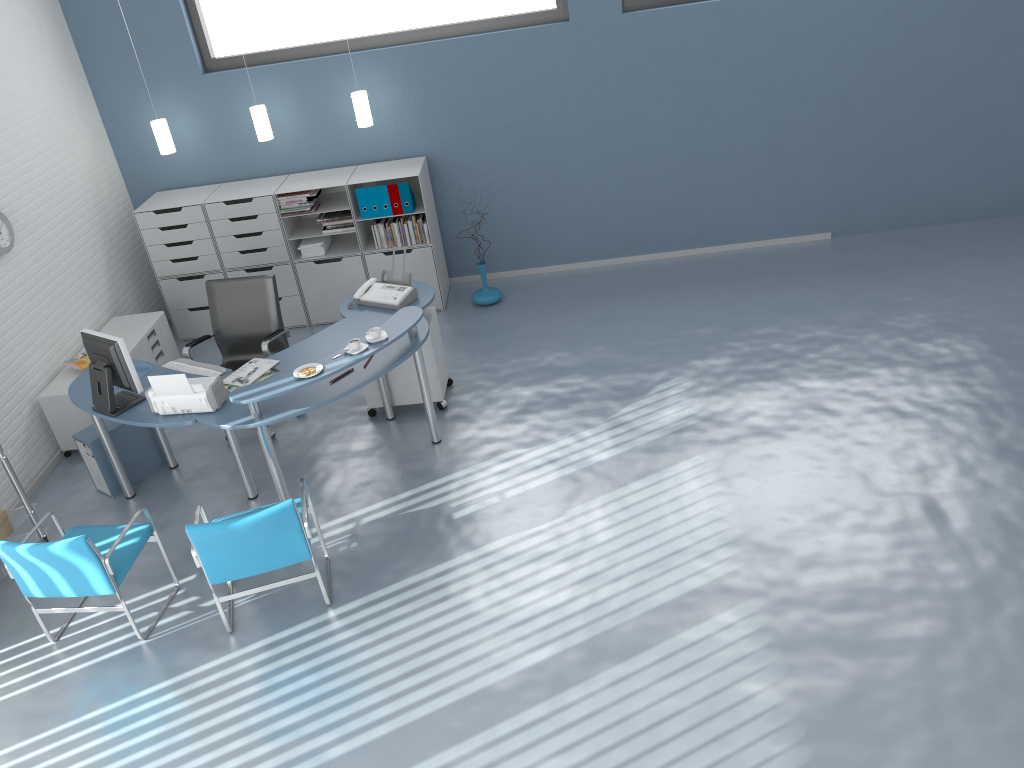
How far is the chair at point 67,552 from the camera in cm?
404

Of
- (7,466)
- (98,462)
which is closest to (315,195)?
(98,462)

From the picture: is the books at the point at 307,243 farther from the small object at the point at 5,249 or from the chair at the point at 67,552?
the chair at the point at 67,552

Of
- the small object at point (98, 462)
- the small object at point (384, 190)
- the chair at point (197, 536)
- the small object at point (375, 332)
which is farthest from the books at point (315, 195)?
the chair at point (197, 536)

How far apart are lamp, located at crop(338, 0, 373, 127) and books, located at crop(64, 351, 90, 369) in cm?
264

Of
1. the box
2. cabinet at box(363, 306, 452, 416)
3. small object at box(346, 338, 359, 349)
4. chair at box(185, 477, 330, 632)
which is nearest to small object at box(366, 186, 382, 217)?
cabinet at box(363, 306, 452, 416)

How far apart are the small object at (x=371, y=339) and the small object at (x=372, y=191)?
2.28m

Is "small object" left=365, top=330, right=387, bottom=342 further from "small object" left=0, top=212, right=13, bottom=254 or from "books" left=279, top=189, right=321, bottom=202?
"small object" left=0, top=212, right=13, bottom=254

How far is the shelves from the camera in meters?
4.9 m

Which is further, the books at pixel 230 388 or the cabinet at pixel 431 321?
the cabinet at pixel 431 321
